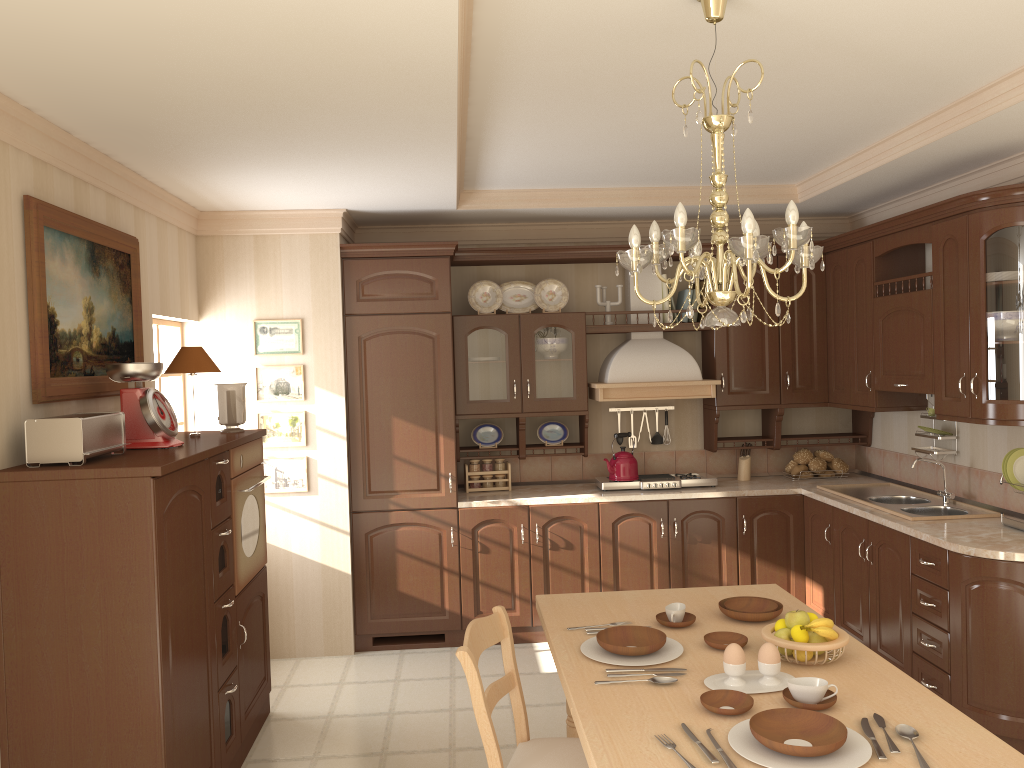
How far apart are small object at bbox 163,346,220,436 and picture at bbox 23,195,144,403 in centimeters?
19cm

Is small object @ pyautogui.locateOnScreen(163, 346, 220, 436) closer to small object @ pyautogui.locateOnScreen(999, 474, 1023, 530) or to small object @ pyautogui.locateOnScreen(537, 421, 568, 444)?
small object @ pyautogui.locateOnScreen(537, 421, 568, 444)

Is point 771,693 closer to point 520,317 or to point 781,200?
point 520,317

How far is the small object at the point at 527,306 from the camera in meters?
5.5

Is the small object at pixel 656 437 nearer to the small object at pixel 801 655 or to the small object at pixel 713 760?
the small object at pixel 801 655

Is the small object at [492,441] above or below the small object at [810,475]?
above

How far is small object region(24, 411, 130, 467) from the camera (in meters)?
2.75

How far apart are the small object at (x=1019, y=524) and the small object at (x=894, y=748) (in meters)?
2.20

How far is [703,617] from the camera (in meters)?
2.90

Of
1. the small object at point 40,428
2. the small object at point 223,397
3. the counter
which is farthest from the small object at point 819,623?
the small object at point 223,397
